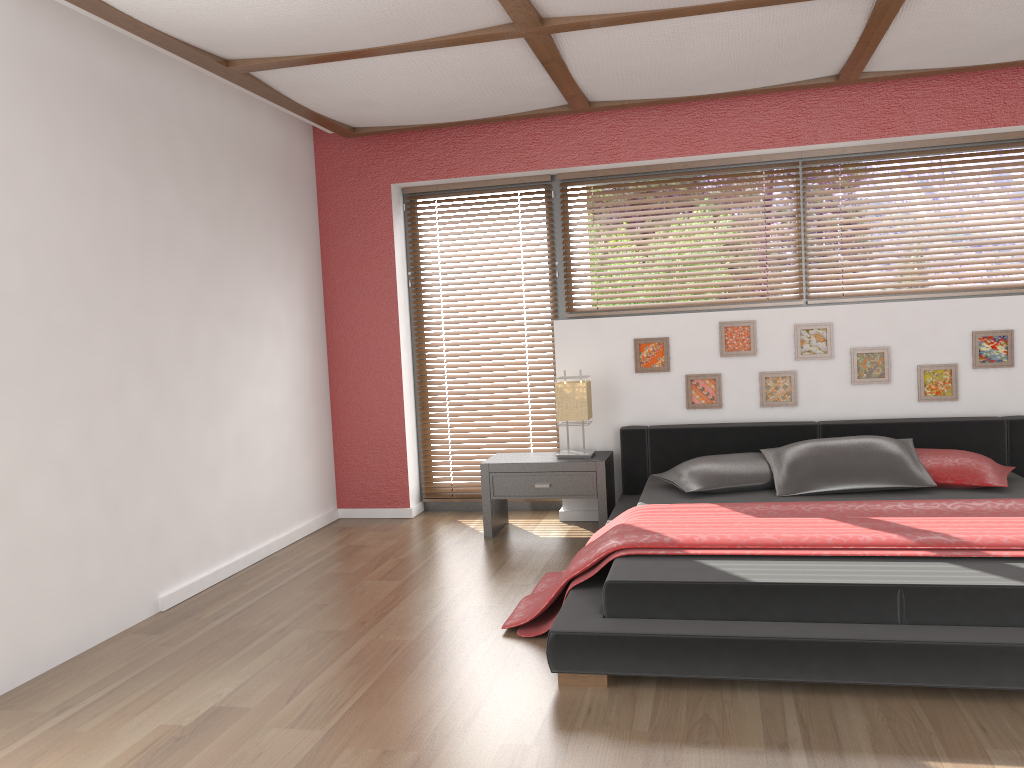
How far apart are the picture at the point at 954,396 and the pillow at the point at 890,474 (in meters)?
0.55

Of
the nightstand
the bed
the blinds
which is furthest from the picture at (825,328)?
the blinds

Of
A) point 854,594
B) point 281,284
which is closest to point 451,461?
point 281,284

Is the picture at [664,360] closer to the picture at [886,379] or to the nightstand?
the nightstand

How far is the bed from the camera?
2.7 meters

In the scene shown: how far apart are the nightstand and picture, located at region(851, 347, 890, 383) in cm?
141

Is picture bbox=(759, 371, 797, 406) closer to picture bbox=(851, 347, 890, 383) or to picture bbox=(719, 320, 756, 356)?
picture bbox=(719, 320, 756, 356)

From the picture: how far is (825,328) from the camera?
4.9m

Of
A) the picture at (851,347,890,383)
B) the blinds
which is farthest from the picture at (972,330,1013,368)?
the blinds

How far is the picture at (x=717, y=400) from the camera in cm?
506
